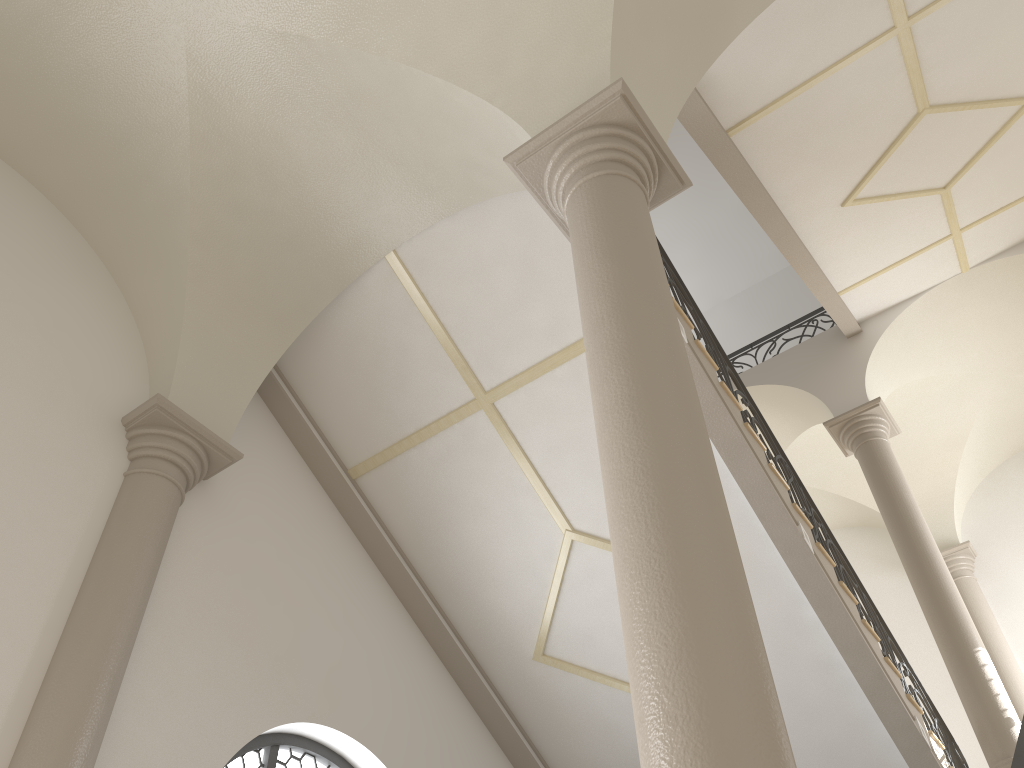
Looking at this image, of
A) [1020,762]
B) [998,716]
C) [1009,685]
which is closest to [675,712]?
[1020,762]

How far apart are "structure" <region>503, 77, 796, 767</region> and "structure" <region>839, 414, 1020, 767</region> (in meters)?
5.81

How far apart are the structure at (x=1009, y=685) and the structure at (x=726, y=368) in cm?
328

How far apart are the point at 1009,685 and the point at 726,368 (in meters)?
6.72

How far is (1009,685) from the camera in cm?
1061

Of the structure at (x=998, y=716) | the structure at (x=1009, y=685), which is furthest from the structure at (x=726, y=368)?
the structure at (x=1009, y=685)

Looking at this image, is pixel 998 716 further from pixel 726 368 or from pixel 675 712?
pixel 675 712

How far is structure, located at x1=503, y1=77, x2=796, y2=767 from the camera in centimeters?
216cm

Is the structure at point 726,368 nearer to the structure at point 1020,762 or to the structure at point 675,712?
the structure at point 1020,762

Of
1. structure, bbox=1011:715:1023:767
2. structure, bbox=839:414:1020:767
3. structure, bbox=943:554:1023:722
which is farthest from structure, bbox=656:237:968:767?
structure, bbox=943:554:1023:722
